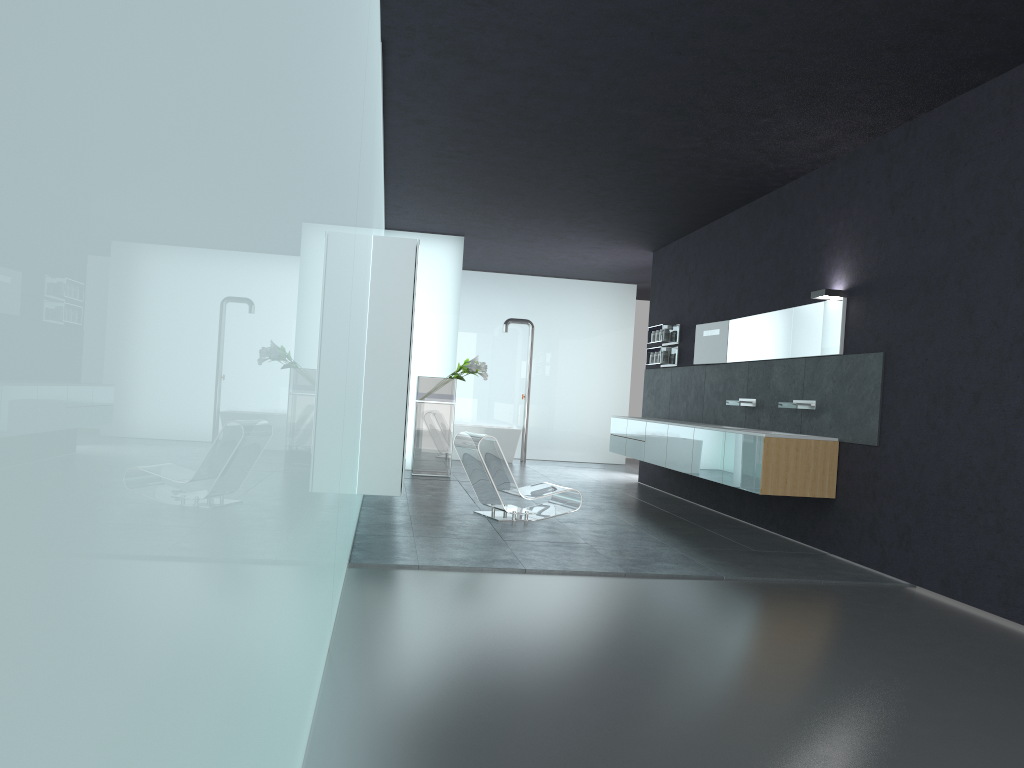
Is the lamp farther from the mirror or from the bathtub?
the bathtub

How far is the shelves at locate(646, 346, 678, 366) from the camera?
13.0 meters

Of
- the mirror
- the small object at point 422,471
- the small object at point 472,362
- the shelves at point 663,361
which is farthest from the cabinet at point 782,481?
the small object at point 422,471

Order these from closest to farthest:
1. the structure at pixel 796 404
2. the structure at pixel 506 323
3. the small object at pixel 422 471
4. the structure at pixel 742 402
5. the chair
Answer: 1. the structure at pixel 796 404
2. the chair
3. the structure at pixel 742 402
4. the small object at pixel 422 471
5. the structure at pixel 506 323

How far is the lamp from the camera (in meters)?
8.30

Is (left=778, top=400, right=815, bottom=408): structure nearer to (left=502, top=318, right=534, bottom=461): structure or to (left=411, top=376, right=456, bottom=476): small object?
(left=411, top=376, right=456, bottom=476): small object

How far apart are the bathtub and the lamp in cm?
910

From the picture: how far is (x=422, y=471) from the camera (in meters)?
13.29

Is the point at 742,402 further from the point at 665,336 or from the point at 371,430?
the point at 371,430

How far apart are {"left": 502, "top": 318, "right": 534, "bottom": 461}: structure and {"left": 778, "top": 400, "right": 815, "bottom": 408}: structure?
8.81m
